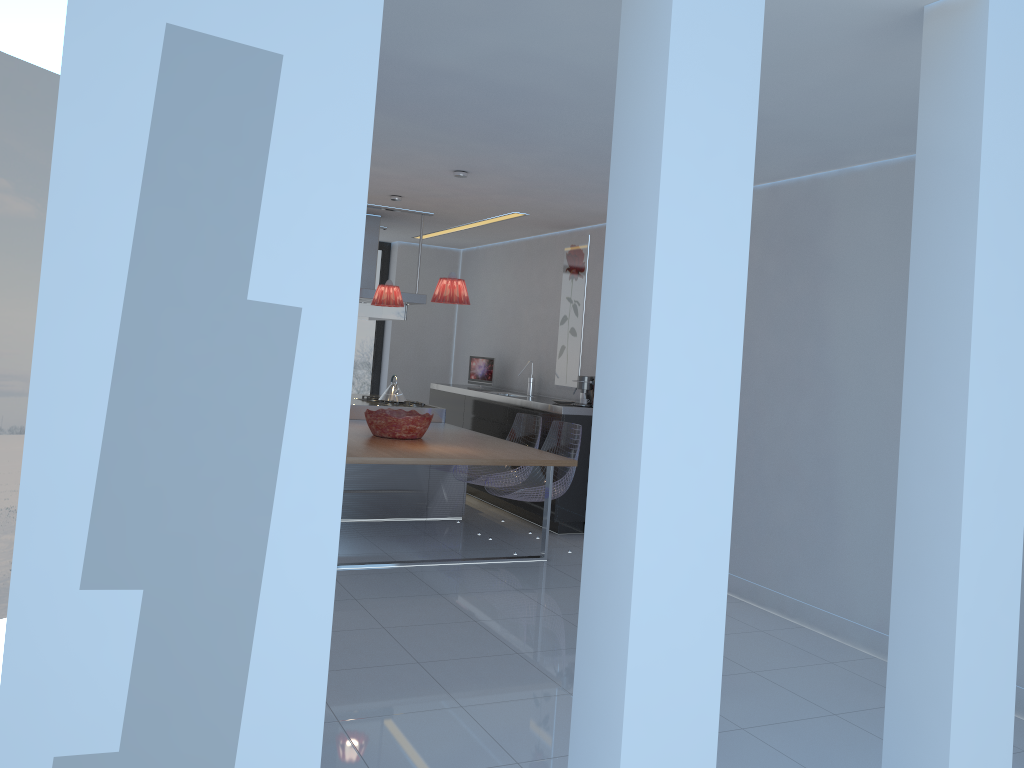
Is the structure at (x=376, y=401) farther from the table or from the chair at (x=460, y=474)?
the chair at (x=460, y=474)

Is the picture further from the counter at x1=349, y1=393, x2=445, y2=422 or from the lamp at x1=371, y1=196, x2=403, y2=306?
the lamp at x1=371, y1=196, x2=403, y2=306

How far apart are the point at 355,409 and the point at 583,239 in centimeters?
243cm

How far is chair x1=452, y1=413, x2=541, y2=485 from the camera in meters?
7.0 m

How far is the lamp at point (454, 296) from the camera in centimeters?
555cm

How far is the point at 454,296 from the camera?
5.5m

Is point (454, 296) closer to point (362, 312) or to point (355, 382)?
point (362, 312)

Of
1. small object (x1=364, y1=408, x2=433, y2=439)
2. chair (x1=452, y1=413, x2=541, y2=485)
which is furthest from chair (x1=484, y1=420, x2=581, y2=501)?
small object (x1=364, y1=408, x2=433, y2=439)

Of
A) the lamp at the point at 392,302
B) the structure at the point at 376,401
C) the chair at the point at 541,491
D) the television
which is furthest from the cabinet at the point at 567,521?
the lamp at the point at 392,302

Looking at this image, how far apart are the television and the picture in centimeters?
112cm
